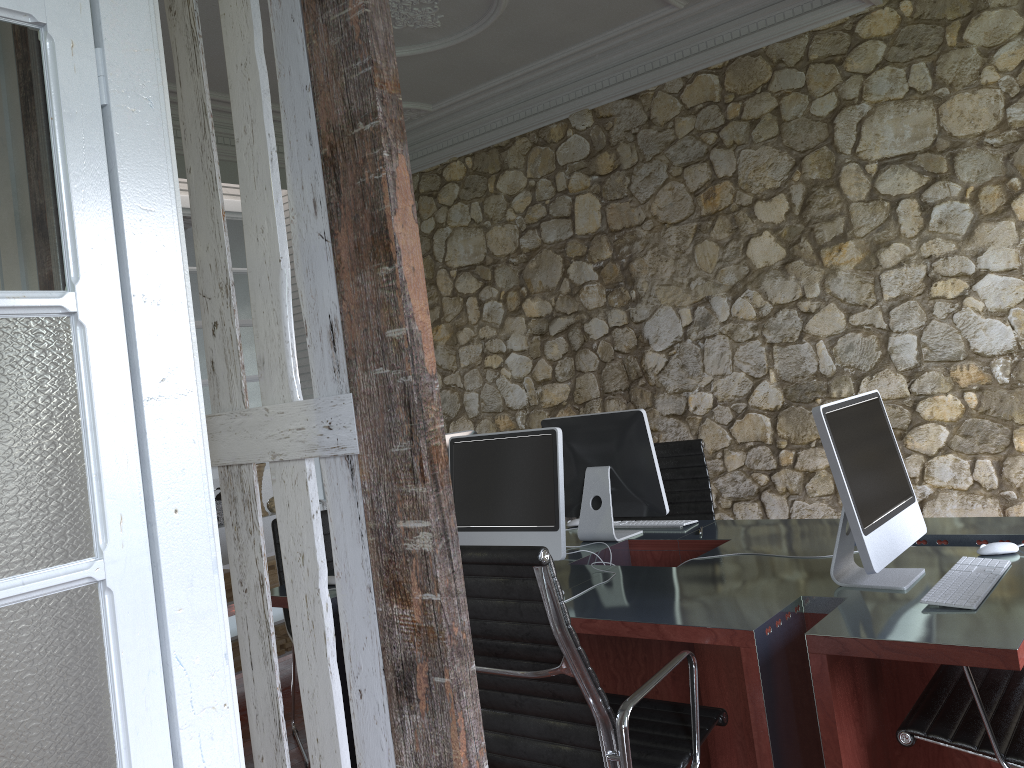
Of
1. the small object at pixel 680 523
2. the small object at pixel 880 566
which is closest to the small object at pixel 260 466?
the small object at pixel 680 523

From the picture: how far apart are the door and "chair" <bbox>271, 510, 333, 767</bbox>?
2.5m

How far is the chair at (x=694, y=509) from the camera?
3.9m

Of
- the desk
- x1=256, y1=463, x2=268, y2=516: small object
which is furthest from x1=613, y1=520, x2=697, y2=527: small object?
x1=256, y1=463, x2=268, y2=516: small object

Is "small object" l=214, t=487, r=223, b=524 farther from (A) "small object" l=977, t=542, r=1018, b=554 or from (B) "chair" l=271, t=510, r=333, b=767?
A: (A) "small object" l=977, t=542, r=1018, b=554

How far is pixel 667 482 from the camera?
4.0m

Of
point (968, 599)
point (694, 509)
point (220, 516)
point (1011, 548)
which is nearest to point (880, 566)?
point (968, 599)

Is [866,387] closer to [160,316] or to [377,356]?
[377,356]

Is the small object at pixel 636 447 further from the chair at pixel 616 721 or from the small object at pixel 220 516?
the small object at pixel 220 516

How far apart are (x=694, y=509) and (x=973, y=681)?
1.99m
